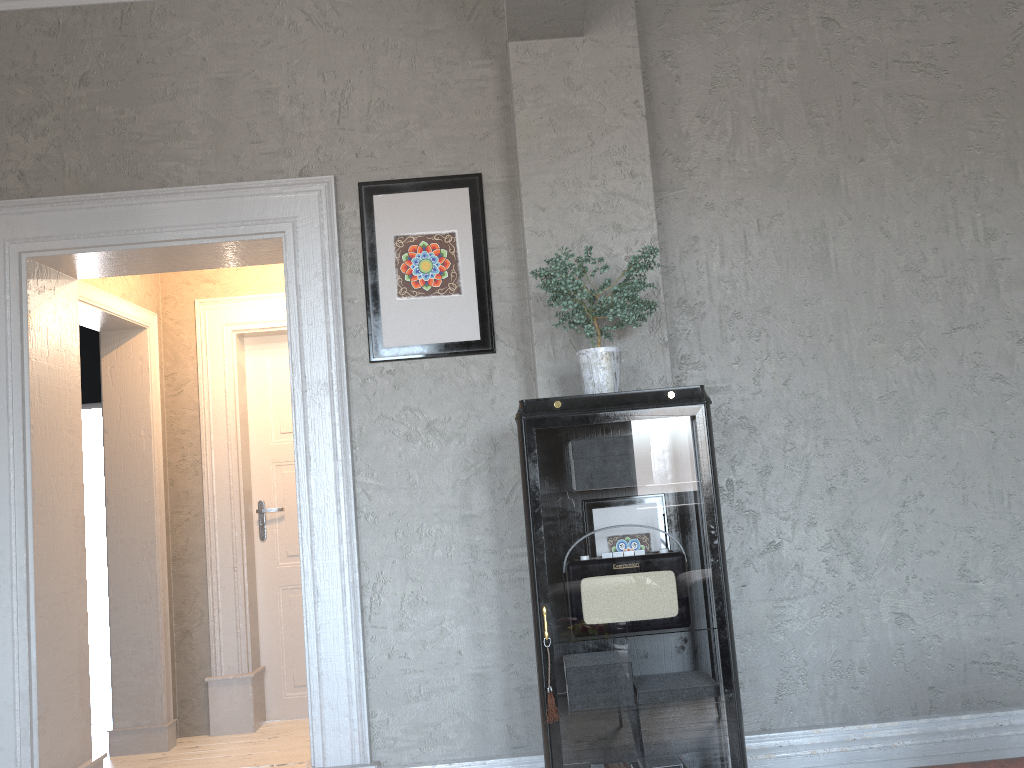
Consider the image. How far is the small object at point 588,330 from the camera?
2.6m

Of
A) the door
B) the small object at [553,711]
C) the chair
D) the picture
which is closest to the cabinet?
the small object at [553,711]

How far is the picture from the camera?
3.2m

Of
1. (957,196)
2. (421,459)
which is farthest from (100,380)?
(957,196)

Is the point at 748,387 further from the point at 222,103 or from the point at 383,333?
the point at 222,103

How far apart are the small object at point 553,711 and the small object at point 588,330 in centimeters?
90cm

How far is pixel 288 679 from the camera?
5.05m

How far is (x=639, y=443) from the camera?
2.57m

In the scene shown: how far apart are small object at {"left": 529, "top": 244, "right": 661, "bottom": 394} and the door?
2.7m

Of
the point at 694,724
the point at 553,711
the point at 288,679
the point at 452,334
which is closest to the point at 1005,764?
the point at 694,724
